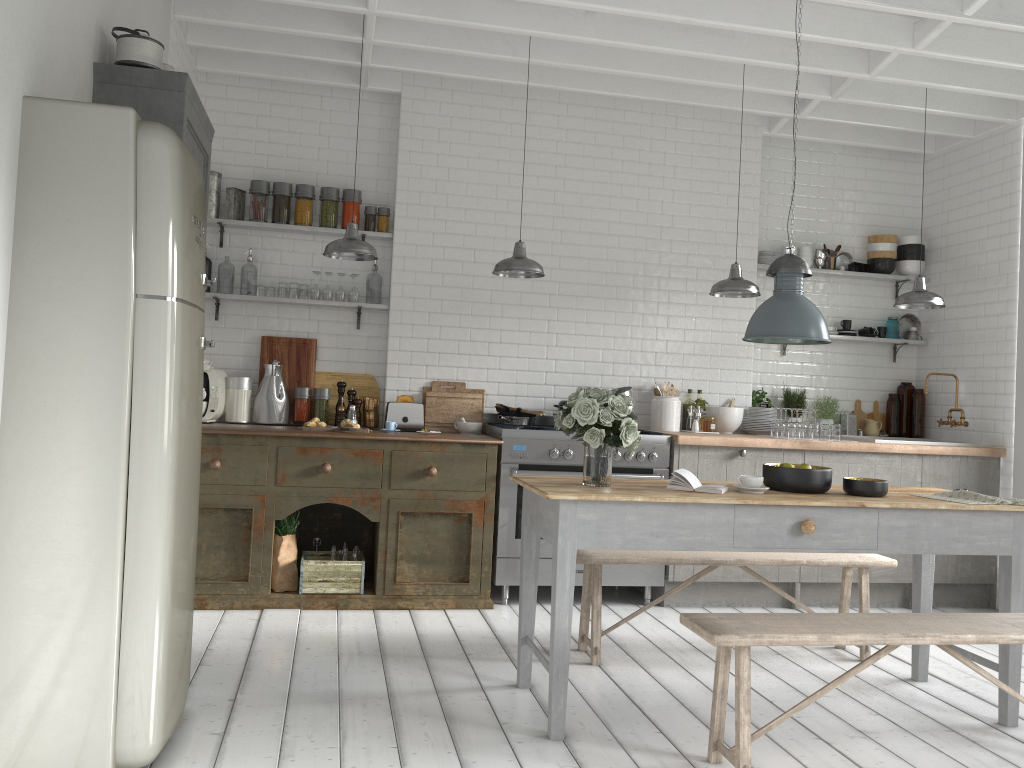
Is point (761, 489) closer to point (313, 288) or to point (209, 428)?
point (209, 428)

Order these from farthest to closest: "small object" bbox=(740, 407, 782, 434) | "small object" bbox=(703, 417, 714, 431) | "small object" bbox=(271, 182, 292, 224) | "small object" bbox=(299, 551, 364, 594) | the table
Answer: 1. "small object" bbox=(740, 407, 782, 434)
2. "small object" bbox=(703, 417, 714, 431)
3. "small object" bbox=(271, 182, 292, 224)
4. "small object" bbox=(299, 551, 364, 594)
5. the table

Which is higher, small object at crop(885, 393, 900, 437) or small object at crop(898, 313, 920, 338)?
small object at crop(898, 313, 920, 338)

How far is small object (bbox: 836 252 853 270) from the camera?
8.3m

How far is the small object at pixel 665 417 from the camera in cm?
748

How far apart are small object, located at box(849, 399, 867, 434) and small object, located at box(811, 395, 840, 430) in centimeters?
36cm

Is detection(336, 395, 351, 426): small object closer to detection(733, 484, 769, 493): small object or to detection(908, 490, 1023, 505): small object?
detection(733, 484, 769, 493): small object

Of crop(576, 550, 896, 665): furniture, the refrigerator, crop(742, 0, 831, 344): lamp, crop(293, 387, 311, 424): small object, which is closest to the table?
crop(576, 550, 896, 665): furniture

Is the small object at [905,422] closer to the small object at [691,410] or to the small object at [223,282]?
the small object at [691,410]

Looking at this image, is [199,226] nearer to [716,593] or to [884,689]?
[884,689]
